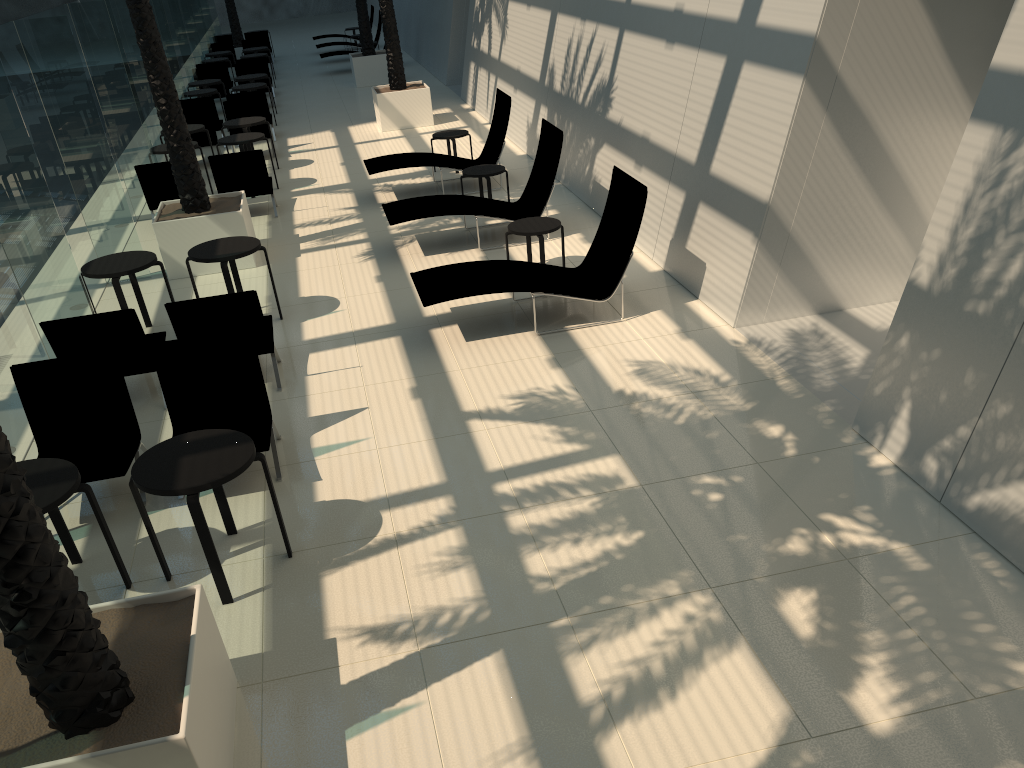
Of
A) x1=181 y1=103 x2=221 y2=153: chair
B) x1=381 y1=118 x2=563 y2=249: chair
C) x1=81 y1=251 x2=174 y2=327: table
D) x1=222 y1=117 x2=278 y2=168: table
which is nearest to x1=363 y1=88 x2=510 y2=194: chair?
x1=381 y1=118 x2=563 y2=249: chair

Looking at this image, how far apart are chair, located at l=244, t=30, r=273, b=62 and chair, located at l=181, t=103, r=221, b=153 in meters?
13.9

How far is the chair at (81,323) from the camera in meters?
6.9 m

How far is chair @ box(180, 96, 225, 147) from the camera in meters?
16.8

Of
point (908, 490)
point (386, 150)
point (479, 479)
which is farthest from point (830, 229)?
point (386, 150)

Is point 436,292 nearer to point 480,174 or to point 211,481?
point 211,481

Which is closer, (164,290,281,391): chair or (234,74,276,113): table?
(164,290,281,391): chair

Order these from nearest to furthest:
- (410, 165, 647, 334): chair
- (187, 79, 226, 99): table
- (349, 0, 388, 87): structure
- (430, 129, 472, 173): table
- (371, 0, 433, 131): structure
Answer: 1. (410, 165, 647, 334): chair
2. (430, 129, 472, 173): table
3. (371, 0, 433, 131): structure
4. (187, 79, 226, 99): table
5. (349, 0, 388, 87): structure

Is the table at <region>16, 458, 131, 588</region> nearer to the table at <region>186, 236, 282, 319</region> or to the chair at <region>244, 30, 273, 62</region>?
the table at <region>186, 236, 282, 319</region>

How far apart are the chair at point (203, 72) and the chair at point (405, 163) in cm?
1020
